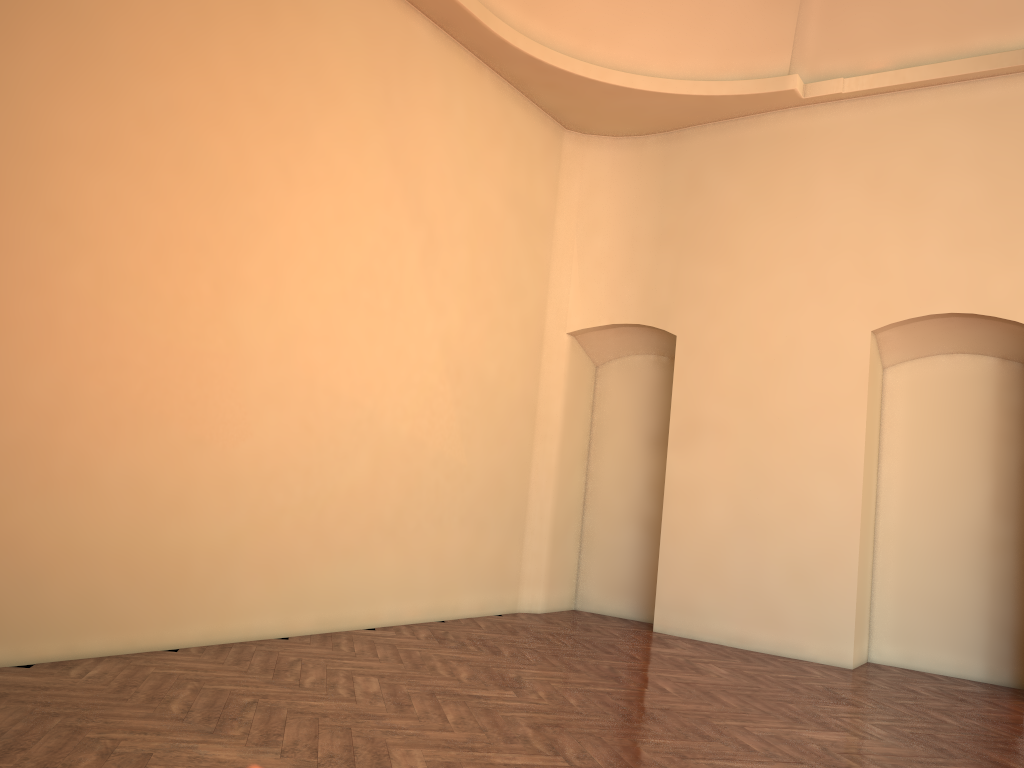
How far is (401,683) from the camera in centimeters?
546cm

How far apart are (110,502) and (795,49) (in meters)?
7.42
